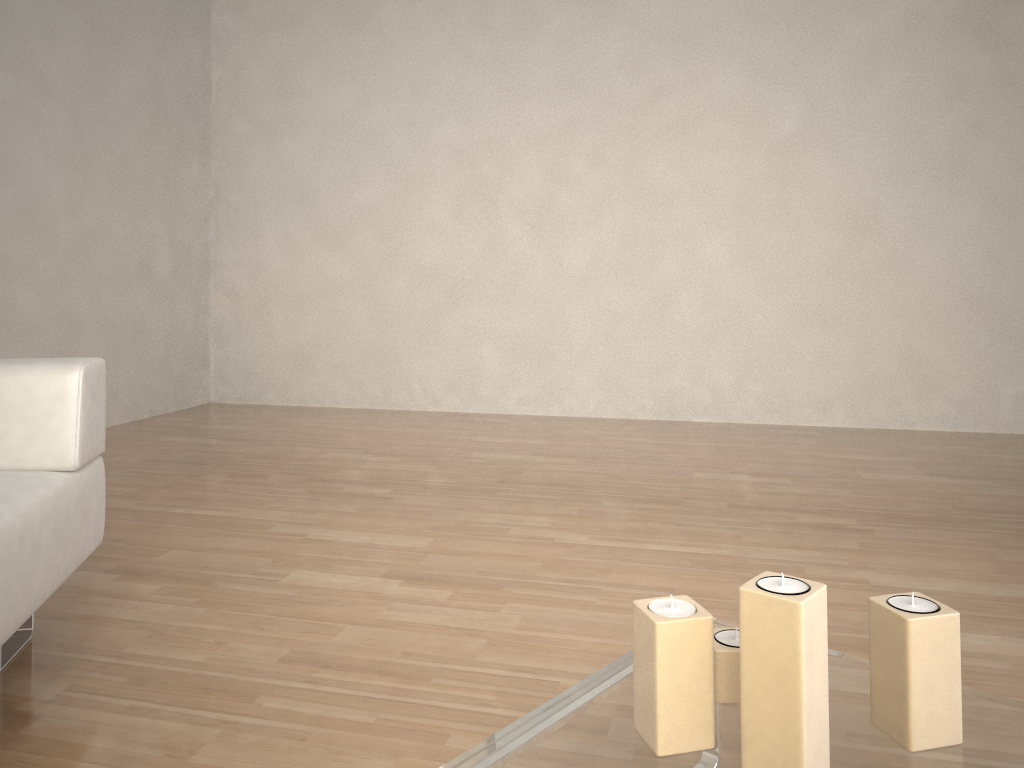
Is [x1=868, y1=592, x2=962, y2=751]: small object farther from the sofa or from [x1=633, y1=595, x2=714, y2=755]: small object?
the sofa

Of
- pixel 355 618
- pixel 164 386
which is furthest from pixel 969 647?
pixel 164 386

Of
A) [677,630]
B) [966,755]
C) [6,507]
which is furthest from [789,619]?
[6,507]

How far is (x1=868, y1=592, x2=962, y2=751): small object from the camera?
1.0m

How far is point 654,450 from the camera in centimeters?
378cm

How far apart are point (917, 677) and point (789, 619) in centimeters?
20cm

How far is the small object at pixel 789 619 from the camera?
0.88m

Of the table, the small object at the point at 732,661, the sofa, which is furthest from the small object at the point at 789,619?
the sofa

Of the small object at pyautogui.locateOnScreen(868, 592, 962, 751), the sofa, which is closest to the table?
the small object at pyautogui.locateOnScreen(868, 592, 962, 751)

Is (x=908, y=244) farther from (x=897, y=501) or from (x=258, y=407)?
(x=258, y=407)
